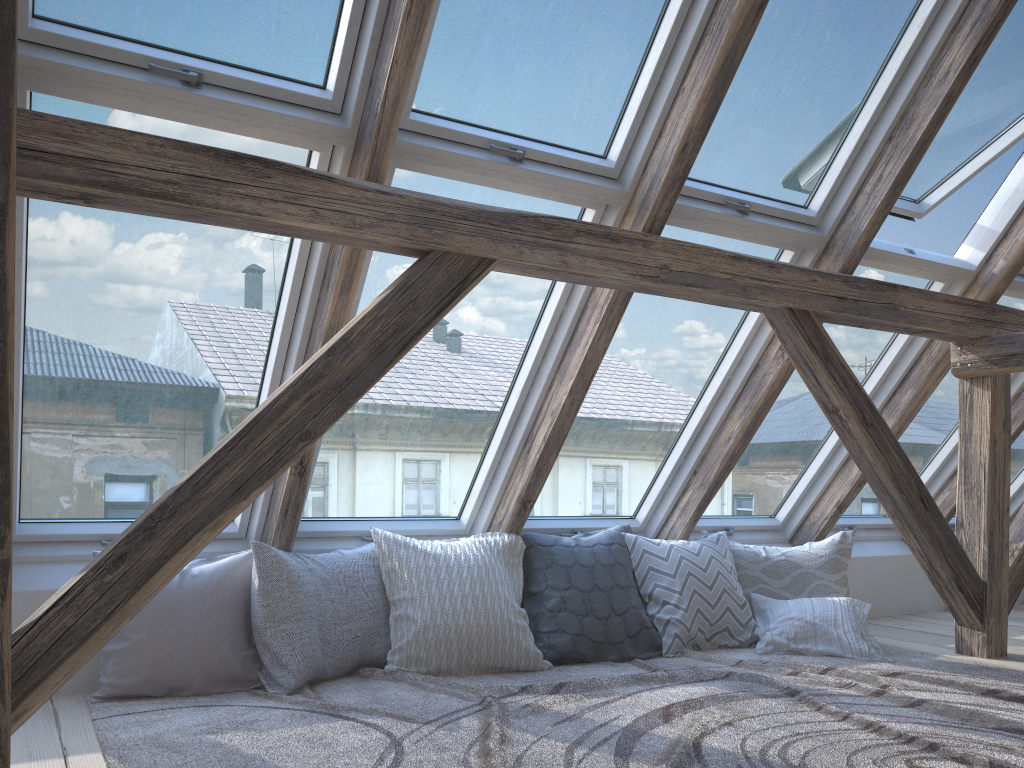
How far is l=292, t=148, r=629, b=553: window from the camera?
2.84m

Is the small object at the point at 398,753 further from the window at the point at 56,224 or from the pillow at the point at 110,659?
the window at the point at 56,224

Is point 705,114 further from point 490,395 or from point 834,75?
point 490,395

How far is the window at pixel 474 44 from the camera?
2.5 meters

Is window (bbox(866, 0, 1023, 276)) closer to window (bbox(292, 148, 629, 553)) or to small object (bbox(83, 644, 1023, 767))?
window (bbox(292, 148, 629, 553))

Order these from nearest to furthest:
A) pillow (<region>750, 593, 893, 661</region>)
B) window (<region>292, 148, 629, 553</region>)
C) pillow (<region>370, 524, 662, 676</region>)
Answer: window (<region>292, 148, 629, 553</region>) < pillow (<region>370, 524, 662, 676</region>) < pillow (<region>750, 593, 893, 661</region>)

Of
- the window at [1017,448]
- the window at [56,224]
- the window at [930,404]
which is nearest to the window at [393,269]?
the window at [56,224]

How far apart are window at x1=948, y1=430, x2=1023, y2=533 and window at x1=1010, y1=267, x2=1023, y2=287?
1.43m

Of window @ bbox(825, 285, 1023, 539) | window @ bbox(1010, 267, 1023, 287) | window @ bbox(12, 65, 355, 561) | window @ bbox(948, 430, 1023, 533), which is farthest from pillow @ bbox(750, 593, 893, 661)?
window @ bbox(12, 65, 355, 561)

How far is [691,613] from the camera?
3.57m
